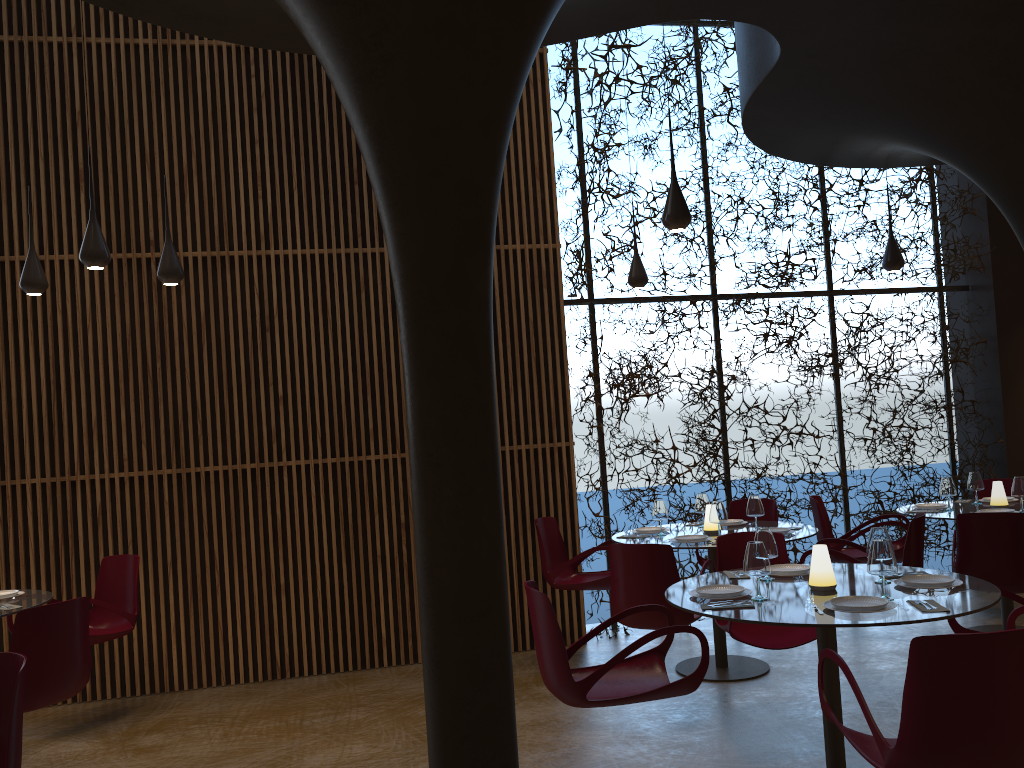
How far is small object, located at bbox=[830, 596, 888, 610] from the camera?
4.09m

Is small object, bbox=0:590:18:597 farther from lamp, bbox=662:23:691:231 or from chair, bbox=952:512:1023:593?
chair, bbox=952:512:1023:593

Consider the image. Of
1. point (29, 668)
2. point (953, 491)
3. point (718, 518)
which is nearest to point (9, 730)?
point (29, 668)

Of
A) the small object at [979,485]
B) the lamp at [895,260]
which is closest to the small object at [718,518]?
the small object at [979,485]

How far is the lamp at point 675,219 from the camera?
5.8 meters

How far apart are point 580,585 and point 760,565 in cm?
323

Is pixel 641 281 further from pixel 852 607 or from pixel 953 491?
pixel 852 607

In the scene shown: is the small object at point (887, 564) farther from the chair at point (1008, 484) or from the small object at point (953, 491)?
the chair at point (1008, 484)

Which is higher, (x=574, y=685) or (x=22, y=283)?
(x=22, y=283)

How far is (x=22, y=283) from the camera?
6.51m
